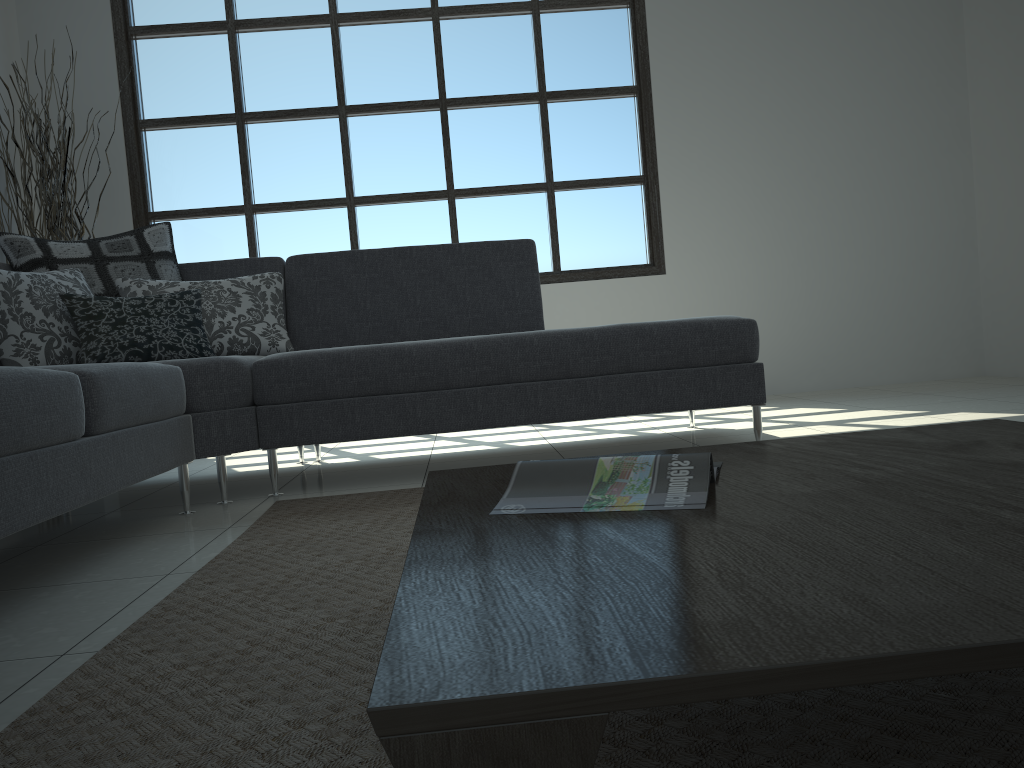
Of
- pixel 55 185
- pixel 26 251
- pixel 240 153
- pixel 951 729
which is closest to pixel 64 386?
pixel 26 251

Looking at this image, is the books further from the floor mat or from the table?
the floor mat

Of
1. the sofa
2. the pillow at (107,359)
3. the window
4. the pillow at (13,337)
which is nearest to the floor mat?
the sofa

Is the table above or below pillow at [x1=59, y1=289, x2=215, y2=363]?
below

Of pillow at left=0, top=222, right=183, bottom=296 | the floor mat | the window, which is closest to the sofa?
pillow at left=0, top=222, right=183, bottom=296

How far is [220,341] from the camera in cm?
325

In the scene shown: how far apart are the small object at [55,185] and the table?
3.7m

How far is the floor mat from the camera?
0.89m

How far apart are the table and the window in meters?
3.8 m

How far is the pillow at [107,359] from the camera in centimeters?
291cm
